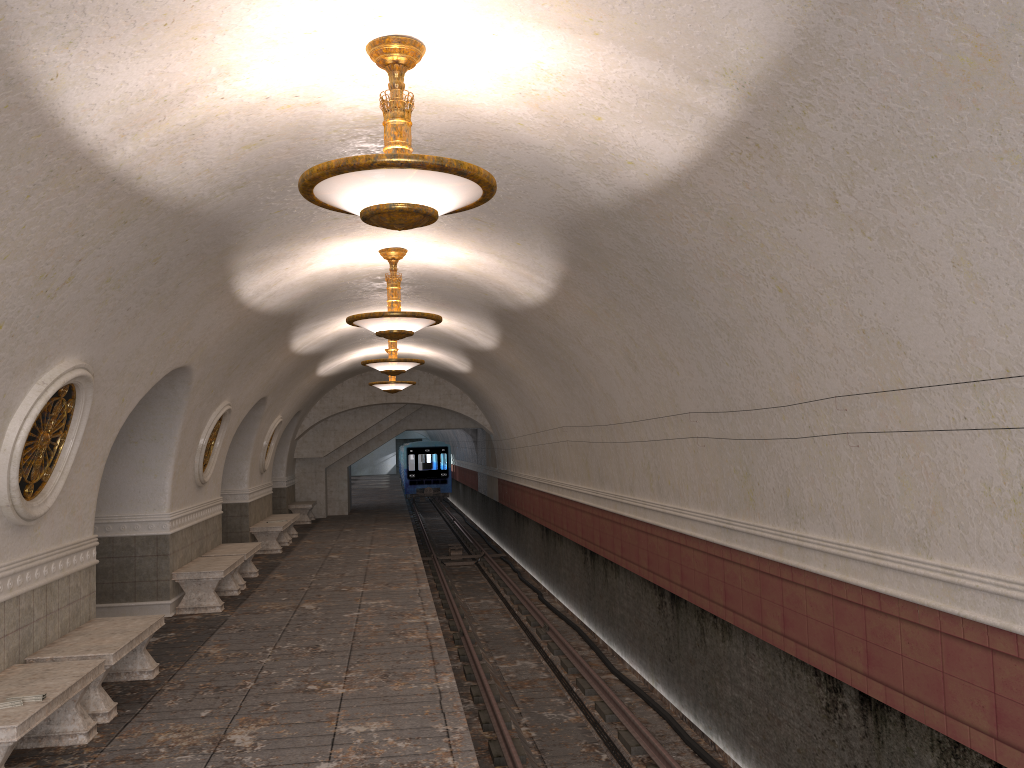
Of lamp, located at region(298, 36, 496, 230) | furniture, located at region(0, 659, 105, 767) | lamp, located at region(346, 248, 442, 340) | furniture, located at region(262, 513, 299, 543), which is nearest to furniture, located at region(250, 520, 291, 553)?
furniture, located at region(262, 513, 299, 543)

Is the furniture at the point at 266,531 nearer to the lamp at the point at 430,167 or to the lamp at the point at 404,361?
the lamp at the point at 404,361

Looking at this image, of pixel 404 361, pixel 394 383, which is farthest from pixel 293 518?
pixel 404 361

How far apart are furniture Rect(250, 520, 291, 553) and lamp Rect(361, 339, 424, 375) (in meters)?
4.56

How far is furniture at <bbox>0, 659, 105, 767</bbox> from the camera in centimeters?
492cm

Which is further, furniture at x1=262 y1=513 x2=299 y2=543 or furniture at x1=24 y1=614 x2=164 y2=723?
furniture at x1=262 y1=513 x2=299 y2=543

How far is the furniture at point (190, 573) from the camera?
10.7 meters

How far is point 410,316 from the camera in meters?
8.9 m

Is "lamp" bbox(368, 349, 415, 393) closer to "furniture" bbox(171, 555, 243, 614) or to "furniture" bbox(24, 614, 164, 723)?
"furniture" bbox(171, 555, 243, 614)

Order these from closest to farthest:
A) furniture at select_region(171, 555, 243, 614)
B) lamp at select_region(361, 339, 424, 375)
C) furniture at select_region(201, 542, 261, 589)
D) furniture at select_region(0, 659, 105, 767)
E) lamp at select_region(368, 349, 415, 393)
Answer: furniture at select_region(0, 659, 105, 767), furniture at select_region(171, 555, 243, 614), furniture at select_region(201, 542, 261, 589), lamp at select_region(361, 339, 424, 375), lamp at select_region(368, 349, 415, 393)
